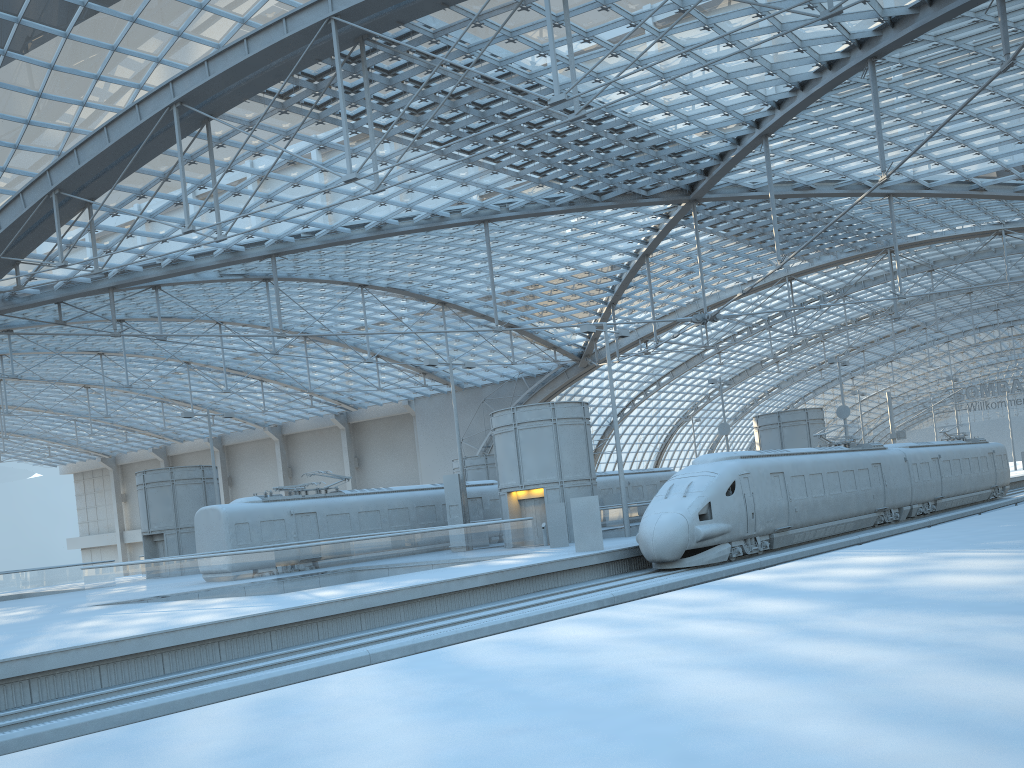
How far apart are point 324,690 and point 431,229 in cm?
3670

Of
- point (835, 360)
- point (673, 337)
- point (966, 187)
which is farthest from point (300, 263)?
point (966, 187)

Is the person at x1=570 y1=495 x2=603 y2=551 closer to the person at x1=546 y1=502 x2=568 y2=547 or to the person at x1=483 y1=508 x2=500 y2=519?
the person at x1=546 y1=502 x2=568 y2=547

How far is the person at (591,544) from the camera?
26.4 meters

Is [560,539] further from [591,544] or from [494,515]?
[494,515]

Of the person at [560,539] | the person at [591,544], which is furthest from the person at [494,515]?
the person at [591,544]

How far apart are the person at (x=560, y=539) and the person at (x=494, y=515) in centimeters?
912cm

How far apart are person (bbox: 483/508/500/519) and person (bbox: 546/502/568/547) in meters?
9.1 m

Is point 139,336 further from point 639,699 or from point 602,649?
point 639,699

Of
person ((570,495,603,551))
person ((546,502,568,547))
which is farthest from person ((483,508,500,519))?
person ((570,495,603,551))
